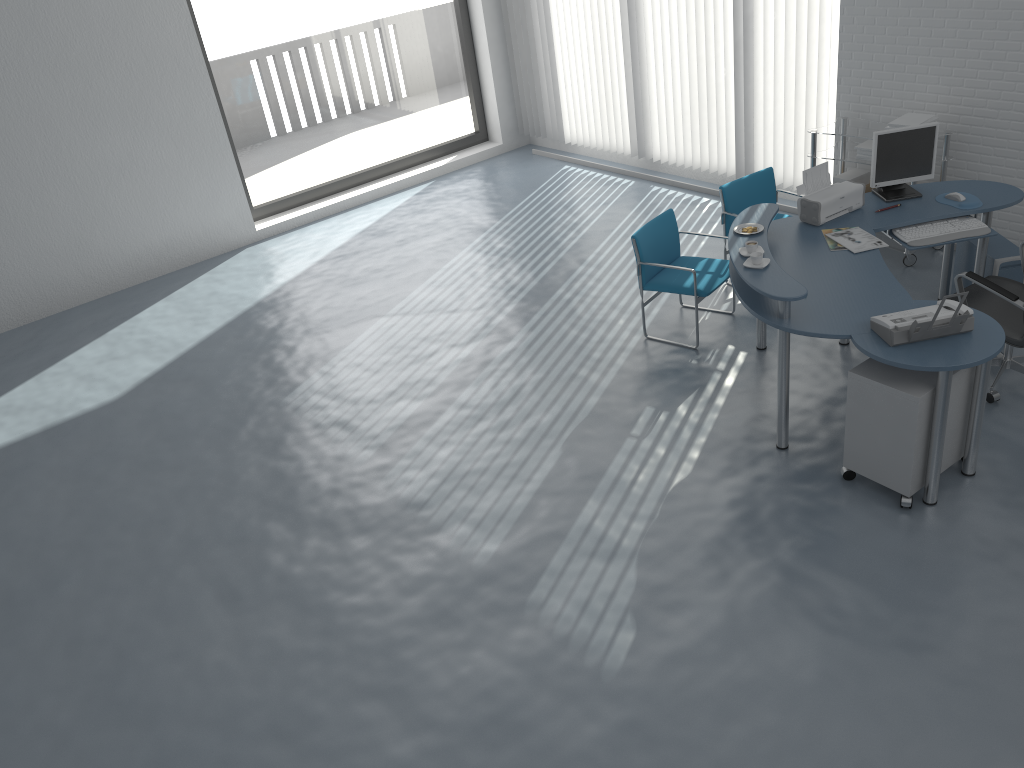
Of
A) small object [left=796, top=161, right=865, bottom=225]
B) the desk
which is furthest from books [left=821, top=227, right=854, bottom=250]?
small object [left=796, top=161, right=865, bottom=225]

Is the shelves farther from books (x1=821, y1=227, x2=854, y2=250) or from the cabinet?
the cabinet

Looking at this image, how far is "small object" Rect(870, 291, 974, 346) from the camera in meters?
3.7 m

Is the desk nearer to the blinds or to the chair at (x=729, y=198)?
the chair at (x=729, y=198)

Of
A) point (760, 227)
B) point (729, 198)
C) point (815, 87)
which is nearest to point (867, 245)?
point (760, 227)

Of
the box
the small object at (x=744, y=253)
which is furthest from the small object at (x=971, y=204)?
the small object at (x=744, y=253)

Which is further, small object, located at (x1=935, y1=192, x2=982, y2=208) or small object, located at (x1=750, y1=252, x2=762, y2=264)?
small object, located at (x1=935, y1=192, x2=982, y2=208)

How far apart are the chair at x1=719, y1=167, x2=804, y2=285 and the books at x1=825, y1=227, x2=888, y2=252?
1.1m

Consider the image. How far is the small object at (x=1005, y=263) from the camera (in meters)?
5.14

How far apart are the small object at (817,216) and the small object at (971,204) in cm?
45
